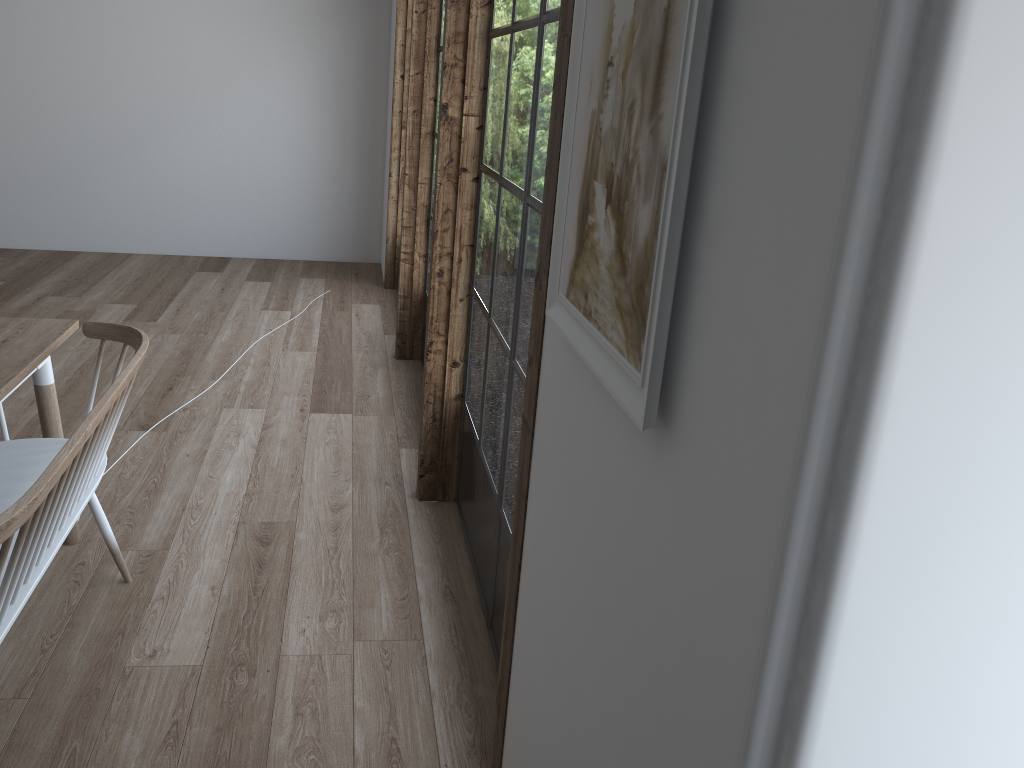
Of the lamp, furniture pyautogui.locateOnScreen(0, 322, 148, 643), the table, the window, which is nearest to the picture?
the window

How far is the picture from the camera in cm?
79

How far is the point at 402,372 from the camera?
4.8m

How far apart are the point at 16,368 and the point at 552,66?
1.5m

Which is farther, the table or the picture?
the table

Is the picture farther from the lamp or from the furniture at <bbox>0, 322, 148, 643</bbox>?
the lamp

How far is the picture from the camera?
0.8m

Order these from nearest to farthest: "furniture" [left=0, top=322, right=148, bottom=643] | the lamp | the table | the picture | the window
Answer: the picture < "furniture" [left=0, top=322, right=148, bottom=643] < the window < the table < the lamp

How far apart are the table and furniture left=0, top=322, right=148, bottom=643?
0.09m

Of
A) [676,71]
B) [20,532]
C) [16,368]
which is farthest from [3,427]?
[676,71]
